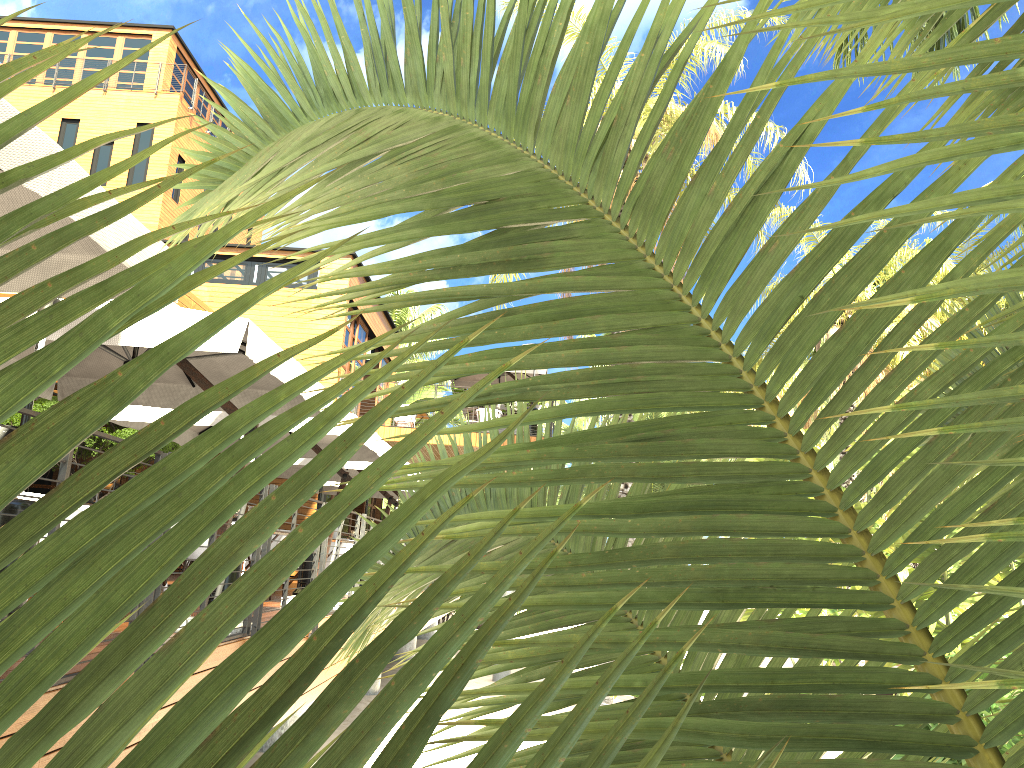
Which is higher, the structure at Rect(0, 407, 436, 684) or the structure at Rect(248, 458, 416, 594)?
the structure at Rect(248, 458, 416, 594)

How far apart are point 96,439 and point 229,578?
6.3 meters

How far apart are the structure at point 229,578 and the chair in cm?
95

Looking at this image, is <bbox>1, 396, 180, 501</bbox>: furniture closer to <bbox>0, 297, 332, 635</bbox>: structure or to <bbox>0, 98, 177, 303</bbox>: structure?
<bbox>0, 297, 332, 635</bbox>: structure

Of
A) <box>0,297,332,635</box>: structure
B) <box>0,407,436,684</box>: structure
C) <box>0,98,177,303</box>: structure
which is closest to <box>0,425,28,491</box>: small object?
<box>0,297,332,635</box>: structure

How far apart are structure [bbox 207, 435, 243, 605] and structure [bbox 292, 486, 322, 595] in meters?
3.2 m

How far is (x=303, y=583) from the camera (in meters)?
10.81

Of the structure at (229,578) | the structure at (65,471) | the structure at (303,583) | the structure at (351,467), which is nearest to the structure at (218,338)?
the structure at (65,471)

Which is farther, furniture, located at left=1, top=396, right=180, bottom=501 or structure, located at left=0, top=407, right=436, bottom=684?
furniture, located at left=1, top=396, right=180, bottom=501

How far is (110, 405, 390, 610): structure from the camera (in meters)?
8.50
